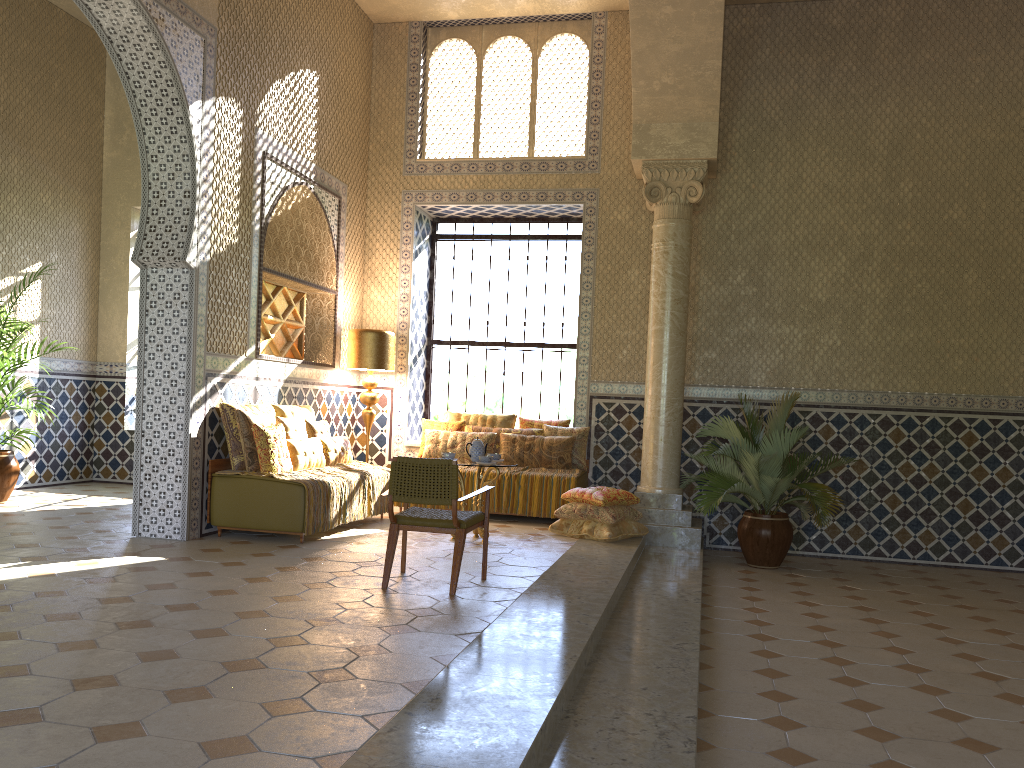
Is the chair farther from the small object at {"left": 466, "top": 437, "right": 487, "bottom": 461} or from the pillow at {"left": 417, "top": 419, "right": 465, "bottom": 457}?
the pillow at {"left": 417, "top": 419, "right": 465, "bottom": 457}

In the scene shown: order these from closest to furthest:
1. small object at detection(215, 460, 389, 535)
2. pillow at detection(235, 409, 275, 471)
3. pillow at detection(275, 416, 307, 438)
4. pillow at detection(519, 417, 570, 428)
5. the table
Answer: small object at detection(215, 460, 389, 535)
pillow at detection(235, 409, 275, 471)
the table
pillow at detection(275, 416, 307, 438)
pillow at detection(519, 417, 570, 428)

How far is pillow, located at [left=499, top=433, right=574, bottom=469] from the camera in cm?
1339

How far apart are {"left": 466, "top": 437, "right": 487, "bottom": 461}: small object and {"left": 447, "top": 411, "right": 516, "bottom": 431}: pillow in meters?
3.0

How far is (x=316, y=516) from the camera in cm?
1033

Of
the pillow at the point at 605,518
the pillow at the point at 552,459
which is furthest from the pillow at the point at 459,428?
the pillow at the point at 605,518

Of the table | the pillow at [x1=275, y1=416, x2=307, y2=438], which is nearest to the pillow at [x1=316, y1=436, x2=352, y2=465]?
the pillow at [x1=275, y1=416, x2=307, y2=438]

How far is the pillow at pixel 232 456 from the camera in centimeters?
1058cm

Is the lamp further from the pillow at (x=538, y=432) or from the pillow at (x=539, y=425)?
the pillow at (x=539, y=425)

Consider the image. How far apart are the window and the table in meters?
4.4 m
